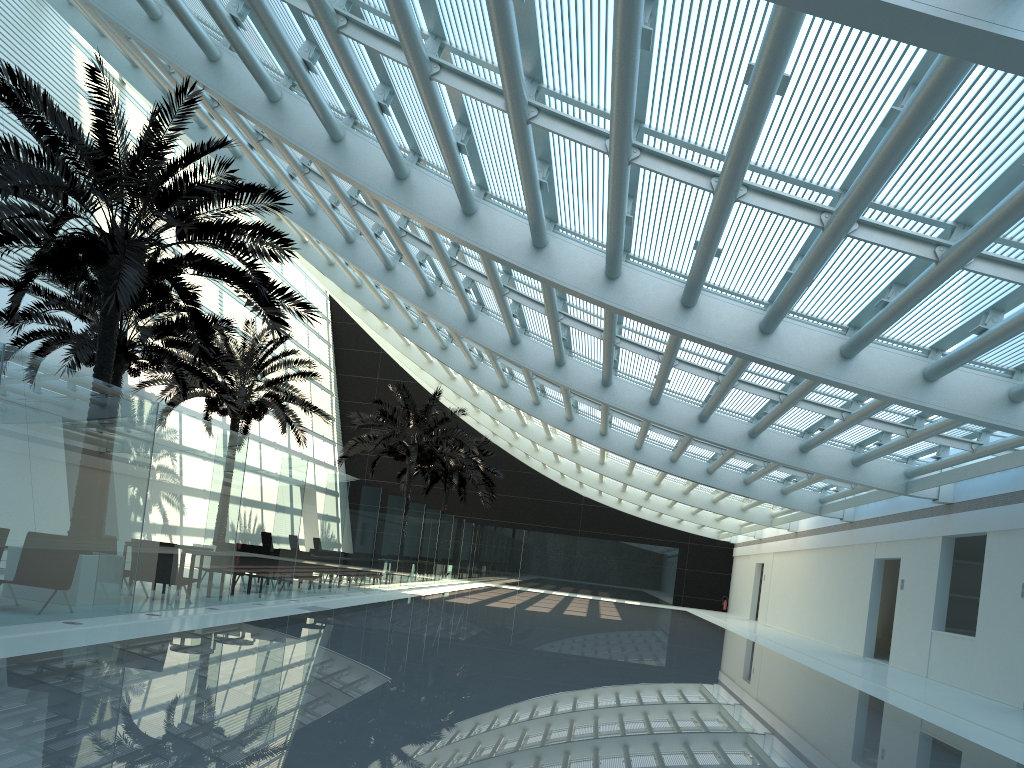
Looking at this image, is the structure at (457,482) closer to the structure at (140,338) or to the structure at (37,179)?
the structure at (140,338)

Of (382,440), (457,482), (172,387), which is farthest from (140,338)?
(457,482)

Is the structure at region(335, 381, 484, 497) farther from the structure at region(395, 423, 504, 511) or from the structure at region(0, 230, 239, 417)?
the structure at region(0, 230, 239, 417)

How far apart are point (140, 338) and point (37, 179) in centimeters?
618cm

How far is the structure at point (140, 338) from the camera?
16.2 meters

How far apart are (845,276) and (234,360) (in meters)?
18.24

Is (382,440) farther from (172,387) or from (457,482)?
(457,482)

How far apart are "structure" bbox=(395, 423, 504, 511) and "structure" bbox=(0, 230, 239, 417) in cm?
1715

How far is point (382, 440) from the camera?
28.8m

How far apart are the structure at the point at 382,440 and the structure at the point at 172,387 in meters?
3.3 m
